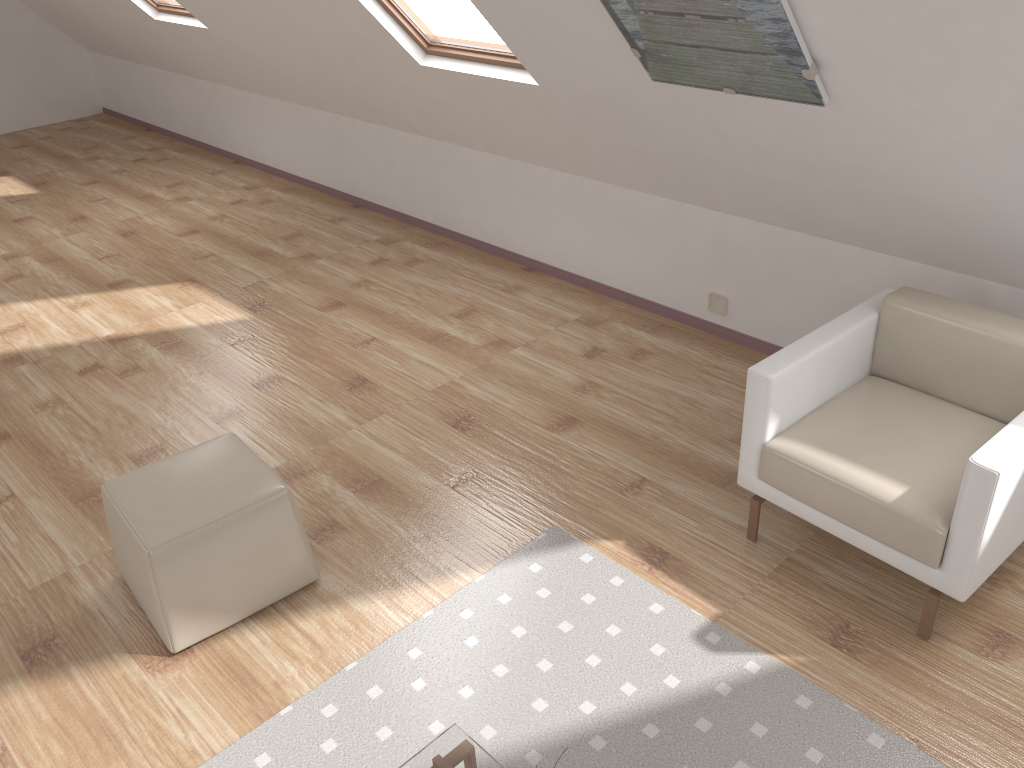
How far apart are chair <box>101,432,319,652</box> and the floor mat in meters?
0.4

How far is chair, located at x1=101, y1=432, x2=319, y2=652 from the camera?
2.55m

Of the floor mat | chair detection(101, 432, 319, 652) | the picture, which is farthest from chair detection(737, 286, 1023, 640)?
chair detection(101, 432, 319, 652)

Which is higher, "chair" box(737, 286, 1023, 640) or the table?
"chair" box(737, 286, 1023, 640)

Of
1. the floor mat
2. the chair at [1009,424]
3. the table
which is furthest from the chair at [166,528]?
the chair at [1009,424]

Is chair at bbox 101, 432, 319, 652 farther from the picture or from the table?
the picture

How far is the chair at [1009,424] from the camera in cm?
234

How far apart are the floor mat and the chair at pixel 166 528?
0.4 meters

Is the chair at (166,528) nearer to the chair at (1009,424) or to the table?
the table

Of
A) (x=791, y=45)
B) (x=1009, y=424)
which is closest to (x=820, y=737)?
(x=1009, y=424)
